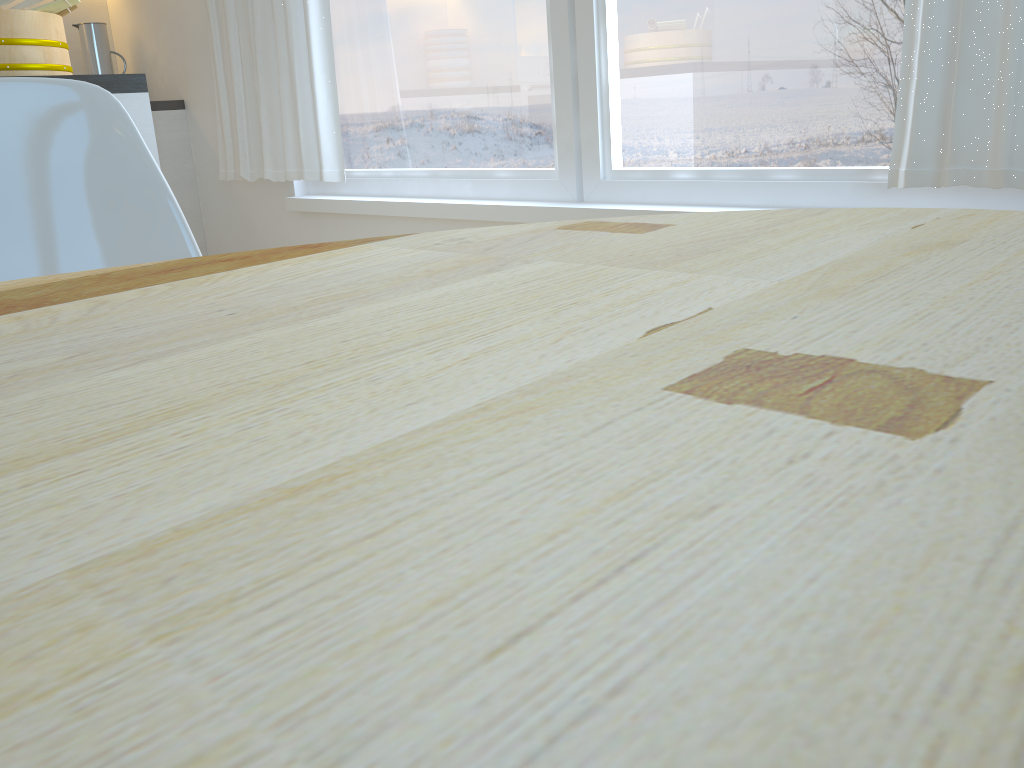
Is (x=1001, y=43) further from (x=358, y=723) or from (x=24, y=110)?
(x=358, y=723)

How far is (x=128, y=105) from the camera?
1.9m

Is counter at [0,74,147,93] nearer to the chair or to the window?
the chair

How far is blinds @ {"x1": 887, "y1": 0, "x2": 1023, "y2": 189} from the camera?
1.59m

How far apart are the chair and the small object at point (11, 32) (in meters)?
0.90

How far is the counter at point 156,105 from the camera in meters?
3.7

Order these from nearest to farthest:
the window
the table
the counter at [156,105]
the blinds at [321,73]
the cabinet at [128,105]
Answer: the table
the cabinet at [128,105]
the window
the blinds at [321,73]
the counter at [156,105]

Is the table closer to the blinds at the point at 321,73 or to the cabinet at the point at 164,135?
the blinds at the point at 321,73

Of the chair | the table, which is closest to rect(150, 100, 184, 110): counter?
the chair

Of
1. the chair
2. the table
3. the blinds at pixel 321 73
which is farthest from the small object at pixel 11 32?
the table
